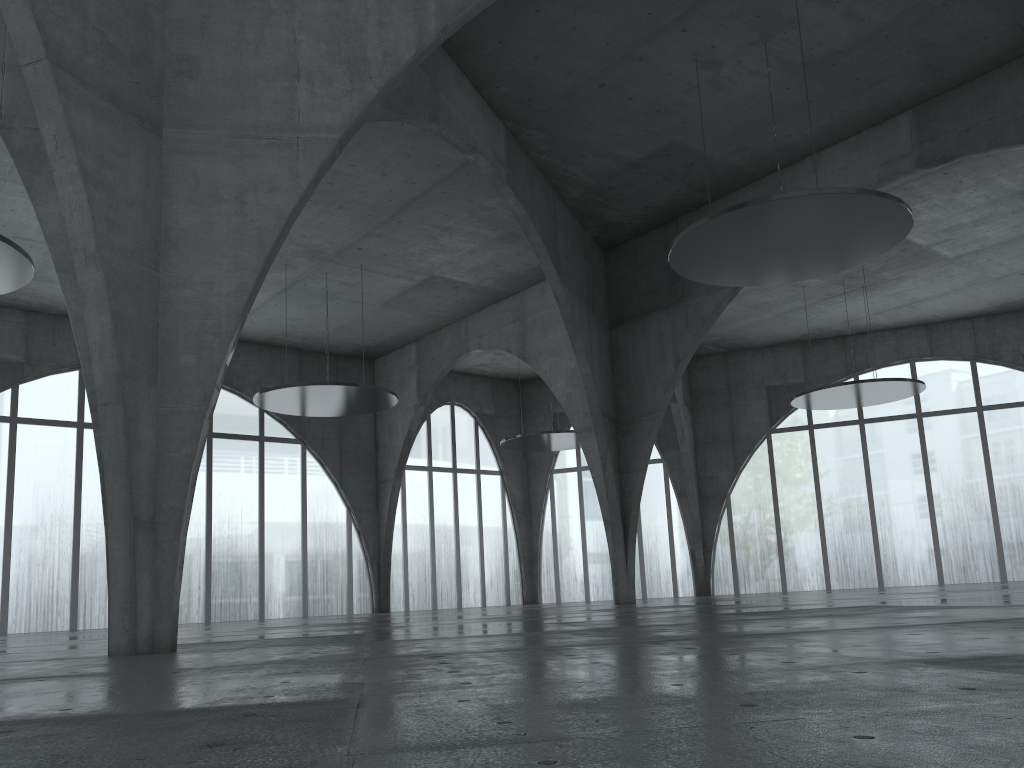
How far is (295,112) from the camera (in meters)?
22.71
